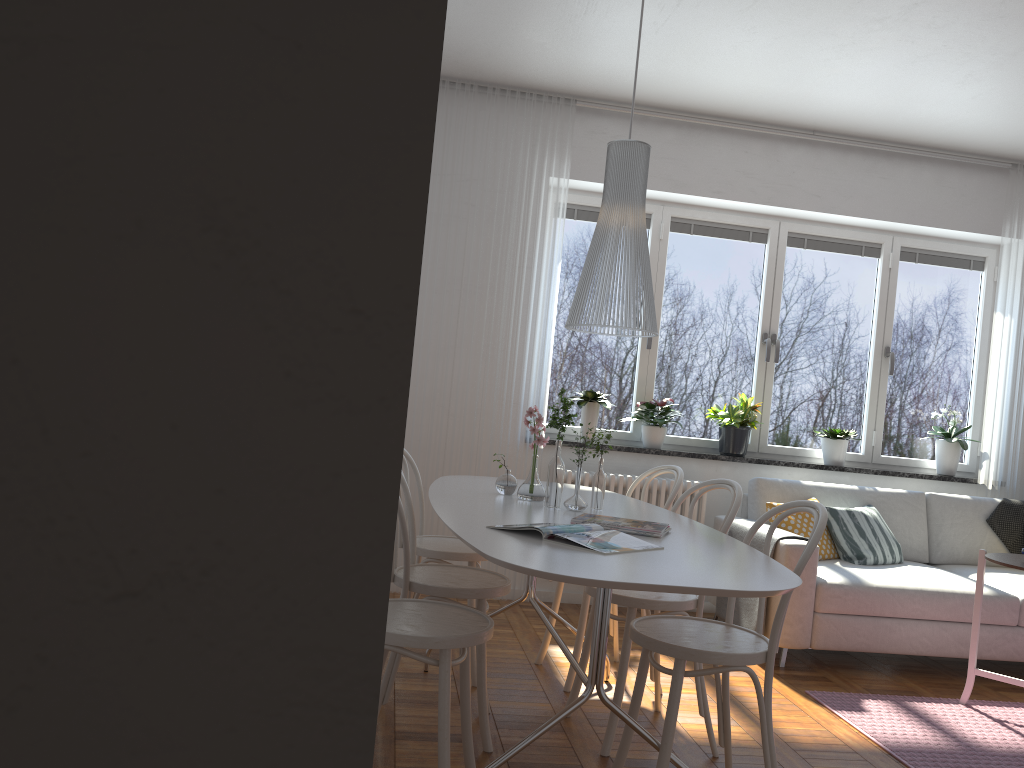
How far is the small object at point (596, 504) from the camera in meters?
3.1 m

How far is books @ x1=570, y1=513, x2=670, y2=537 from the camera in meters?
2.6

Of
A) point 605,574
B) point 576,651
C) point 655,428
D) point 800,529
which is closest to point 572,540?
point 605,574

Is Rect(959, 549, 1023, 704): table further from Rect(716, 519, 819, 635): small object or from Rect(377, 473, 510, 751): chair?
Rect(377, 473, 510, 751): chair

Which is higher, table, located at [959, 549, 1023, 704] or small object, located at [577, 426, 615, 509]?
small object, located at [577, 426, 615, 509]

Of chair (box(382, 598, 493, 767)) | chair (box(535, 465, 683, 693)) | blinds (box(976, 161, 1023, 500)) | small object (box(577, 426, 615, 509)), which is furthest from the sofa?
chair (box(382, 598, 493, 767))

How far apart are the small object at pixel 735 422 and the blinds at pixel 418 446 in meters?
1.1 m

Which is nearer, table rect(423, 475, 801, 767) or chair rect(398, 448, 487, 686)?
table rect(423, 475, 801, 767)

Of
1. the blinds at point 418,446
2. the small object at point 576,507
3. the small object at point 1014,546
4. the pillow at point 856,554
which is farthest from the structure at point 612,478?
the small object at point 576,507

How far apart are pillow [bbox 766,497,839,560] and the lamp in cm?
217
